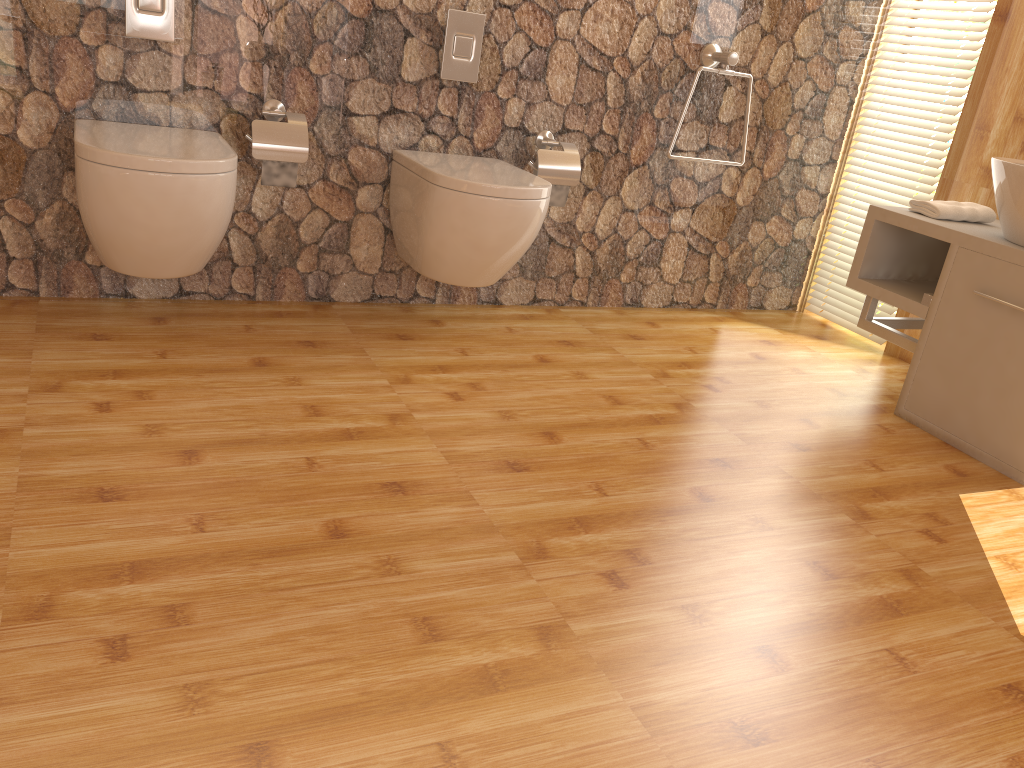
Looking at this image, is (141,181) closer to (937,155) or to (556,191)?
(556,191)

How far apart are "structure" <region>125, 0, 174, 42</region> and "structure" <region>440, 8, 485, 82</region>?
0.78m

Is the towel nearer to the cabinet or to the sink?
the cabinet

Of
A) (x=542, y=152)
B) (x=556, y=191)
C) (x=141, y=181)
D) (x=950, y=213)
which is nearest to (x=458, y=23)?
(x=542, y=152)

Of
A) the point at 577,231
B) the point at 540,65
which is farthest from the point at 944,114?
the point at 540,65

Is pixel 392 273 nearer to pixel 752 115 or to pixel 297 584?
pixel 752 115

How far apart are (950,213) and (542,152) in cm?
125

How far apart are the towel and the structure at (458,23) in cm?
141

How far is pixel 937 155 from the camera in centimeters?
312cm

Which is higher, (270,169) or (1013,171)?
(1013,171)
